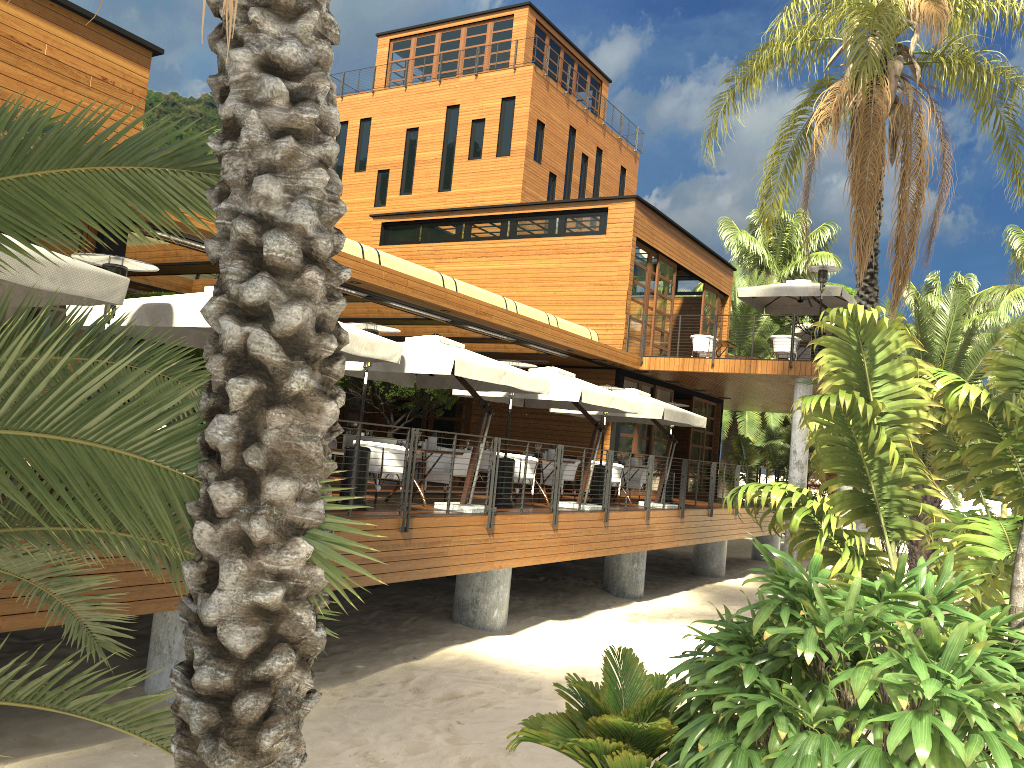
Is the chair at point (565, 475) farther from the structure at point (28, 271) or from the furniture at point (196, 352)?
the structure at point (28, 271)

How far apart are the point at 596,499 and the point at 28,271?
11.3m

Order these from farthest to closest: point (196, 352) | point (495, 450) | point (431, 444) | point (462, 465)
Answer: point (462, 465), point (196, 352), point (431, 444), point (495, 450)

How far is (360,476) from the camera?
10.2 meters

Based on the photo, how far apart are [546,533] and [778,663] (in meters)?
7.52

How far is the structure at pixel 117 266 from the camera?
7.5 meters

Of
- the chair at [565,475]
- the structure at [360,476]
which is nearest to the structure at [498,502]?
the chair at [565,475]

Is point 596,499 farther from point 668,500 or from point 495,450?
point 495,450

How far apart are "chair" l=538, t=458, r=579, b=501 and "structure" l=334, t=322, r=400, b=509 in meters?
5.6

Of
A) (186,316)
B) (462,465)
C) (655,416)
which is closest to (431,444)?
(462,465)
